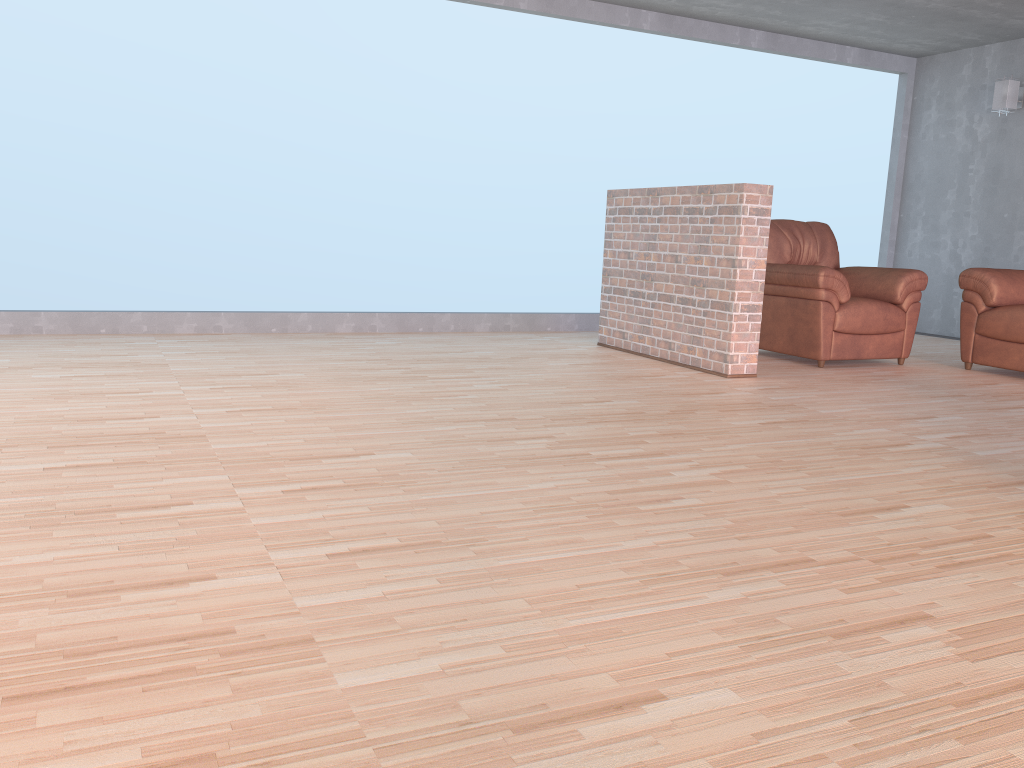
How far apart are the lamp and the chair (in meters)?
2.19

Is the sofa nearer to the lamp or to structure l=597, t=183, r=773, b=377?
structure l=597, t=183, r=773, b=377

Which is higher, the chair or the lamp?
the lamp

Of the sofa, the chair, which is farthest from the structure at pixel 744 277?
the sofa

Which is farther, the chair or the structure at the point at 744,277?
the chair

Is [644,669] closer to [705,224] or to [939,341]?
[705,224]

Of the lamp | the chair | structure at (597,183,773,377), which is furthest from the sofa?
the lamp

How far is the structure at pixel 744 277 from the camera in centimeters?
484cm

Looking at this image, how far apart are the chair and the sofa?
0.23m

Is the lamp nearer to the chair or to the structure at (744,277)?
the chair
